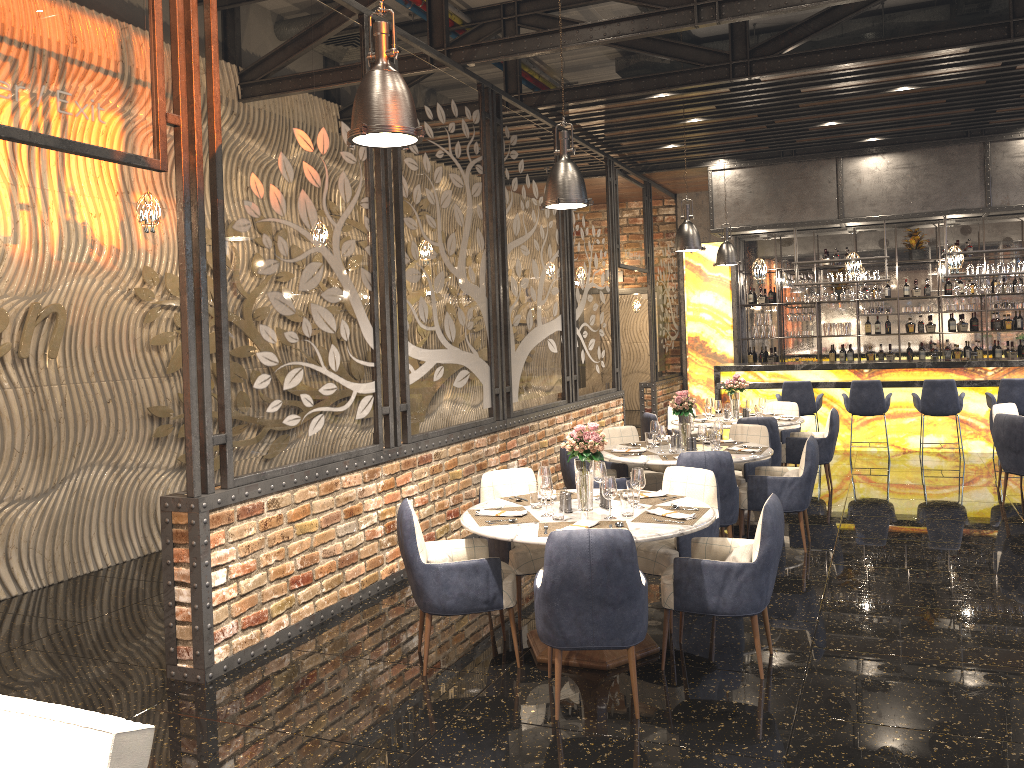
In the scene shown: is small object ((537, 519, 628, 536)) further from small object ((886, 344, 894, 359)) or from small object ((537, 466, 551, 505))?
small object ((886, 344, 894, 359))

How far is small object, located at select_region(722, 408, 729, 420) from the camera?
9.24m

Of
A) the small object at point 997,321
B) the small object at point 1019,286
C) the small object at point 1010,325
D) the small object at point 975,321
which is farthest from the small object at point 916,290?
the small object at point 1019,286

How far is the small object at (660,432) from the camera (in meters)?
7.03

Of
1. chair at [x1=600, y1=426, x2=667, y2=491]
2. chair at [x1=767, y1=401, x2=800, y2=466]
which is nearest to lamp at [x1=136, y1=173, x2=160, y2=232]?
chair at [x1=600, y1=426, x2=667, y2=491]

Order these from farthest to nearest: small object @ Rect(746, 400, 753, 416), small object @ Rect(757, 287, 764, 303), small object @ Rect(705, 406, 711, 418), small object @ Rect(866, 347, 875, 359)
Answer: small object @ Rect(757, 287, 764, 303) < small object @ Rect(866, 347, 875, 359) < small object @ Rect(705, 406, 711, 418) < small object @ Rect(746, 400, 753, 416)

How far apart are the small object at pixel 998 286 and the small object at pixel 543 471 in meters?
8.9 m

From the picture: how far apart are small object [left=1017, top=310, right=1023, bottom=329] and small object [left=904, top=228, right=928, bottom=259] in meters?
1.7

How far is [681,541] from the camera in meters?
5.1 m

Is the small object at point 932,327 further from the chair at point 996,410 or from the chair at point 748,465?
the chair at point 748,465
